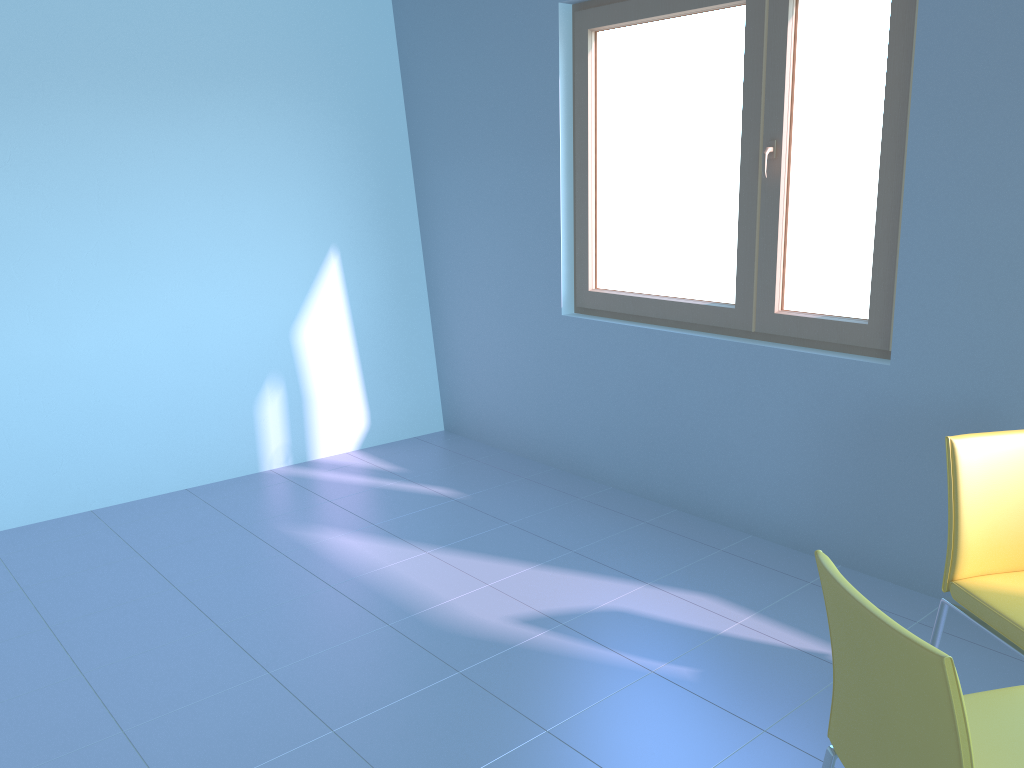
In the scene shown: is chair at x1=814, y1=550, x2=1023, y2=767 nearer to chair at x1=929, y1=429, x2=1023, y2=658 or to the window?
chair at x1=929, y1=429, x2=1023, y2=658

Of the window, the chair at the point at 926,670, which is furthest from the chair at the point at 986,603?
the window

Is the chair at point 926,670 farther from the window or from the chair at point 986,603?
the window

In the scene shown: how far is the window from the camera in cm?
271

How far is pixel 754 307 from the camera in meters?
3.2 m

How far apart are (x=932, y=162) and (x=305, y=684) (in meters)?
2.29

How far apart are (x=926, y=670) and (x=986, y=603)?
0.9m

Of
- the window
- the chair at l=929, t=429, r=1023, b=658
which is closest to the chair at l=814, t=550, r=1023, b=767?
the chair at l=929, t=429, r=1023, b=658

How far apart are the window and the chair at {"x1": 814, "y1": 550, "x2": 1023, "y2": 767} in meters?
1.4

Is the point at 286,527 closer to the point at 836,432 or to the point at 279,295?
the point at 279,295
